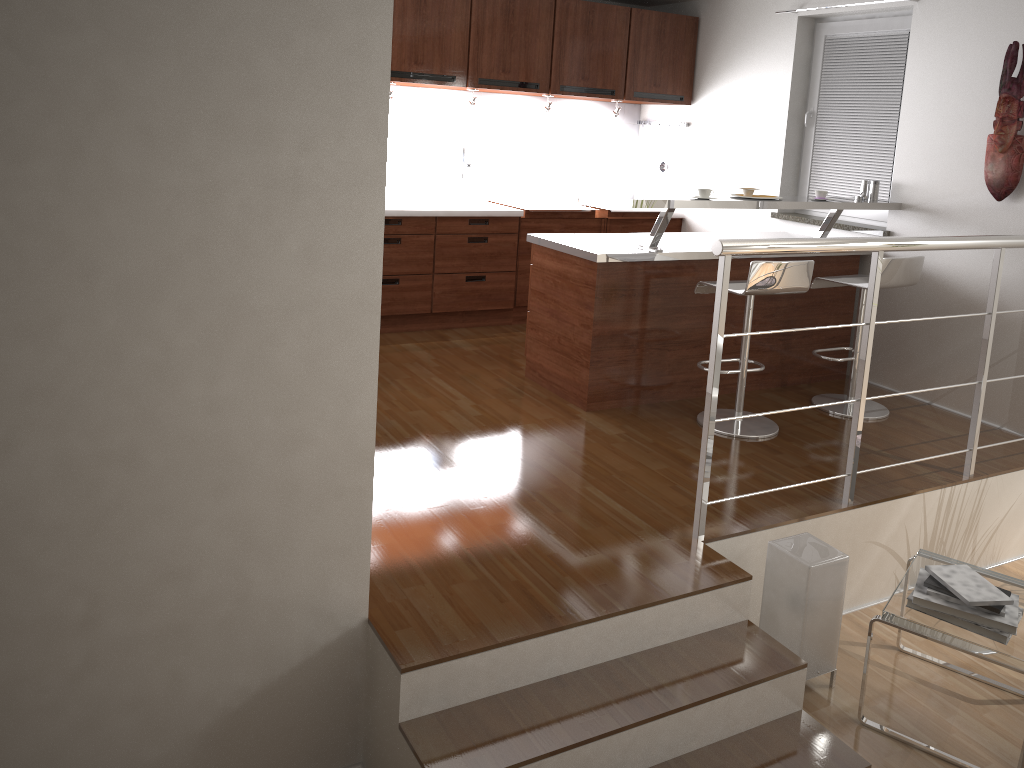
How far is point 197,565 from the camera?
2.3m

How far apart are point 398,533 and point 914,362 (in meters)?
3.31

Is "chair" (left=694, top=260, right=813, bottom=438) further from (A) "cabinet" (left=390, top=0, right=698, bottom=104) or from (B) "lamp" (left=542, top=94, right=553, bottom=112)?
(B) "lamp" (left=542, top=94, right=553, bottom=112)

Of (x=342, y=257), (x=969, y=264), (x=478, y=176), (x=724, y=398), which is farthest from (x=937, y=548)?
(x=478, y=176)

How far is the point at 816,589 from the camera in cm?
299

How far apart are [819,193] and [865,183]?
0.5 meters

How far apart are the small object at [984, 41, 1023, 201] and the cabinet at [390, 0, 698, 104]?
2.4m

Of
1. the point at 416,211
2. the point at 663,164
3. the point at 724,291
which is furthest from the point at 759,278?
the point at 663,164

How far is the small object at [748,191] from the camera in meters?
4.5

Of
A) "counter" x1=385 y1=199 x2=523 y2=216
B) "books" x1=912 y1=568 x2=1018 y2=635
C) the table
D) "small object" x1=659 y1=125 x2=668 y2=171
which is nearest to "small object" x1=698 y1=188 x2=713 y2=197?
"counter" x1=385 y1=199 x2=523 y2=216
